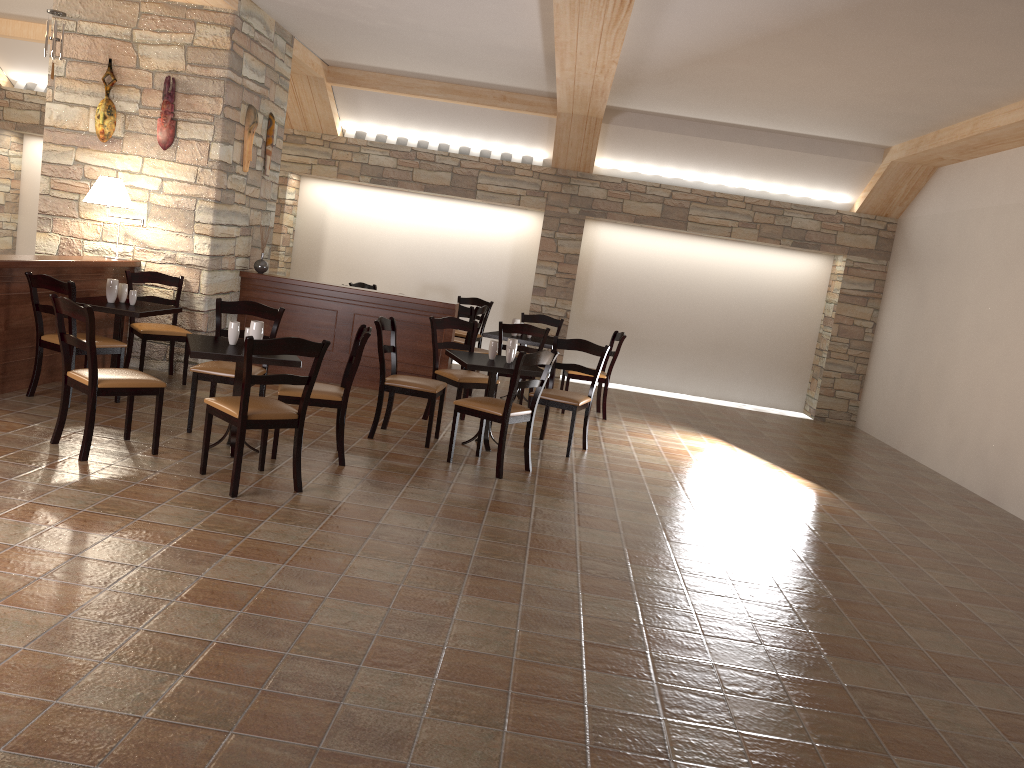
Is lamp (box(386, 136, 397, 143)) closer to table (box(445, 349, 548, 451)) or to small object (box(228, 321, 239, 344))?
table (box(445, 349, 548, 451))

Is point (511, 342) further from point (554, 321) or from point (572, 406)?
point (554, 321)

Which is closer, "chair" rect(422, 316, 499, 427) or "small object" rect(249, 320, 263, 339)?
"small object" rect(249, 320, 263, 339)

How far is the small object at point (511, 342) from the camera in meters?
6.5

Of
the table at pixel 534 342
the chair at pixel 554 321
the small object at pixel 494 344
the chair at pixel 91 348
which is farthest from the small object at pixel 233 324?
the chair at pixel 554 321

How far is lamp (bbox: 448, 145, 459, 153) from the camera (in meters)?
10.79

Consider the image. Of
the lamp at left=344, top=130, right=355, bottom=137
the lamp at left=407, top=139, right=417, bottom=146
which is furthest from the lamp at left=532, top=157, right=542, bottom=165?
the lamp at left=344, top=130, right=355, bottom=137

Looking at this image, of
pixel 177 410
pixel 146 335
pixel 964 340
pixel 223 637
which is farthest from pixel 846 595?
pixel 146 335

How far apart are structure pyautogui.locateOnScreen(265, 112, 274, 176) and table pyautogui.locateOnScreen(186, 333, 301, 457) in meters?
3.5

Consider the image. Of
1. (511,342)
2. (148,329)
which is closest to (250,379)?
(511,342)
